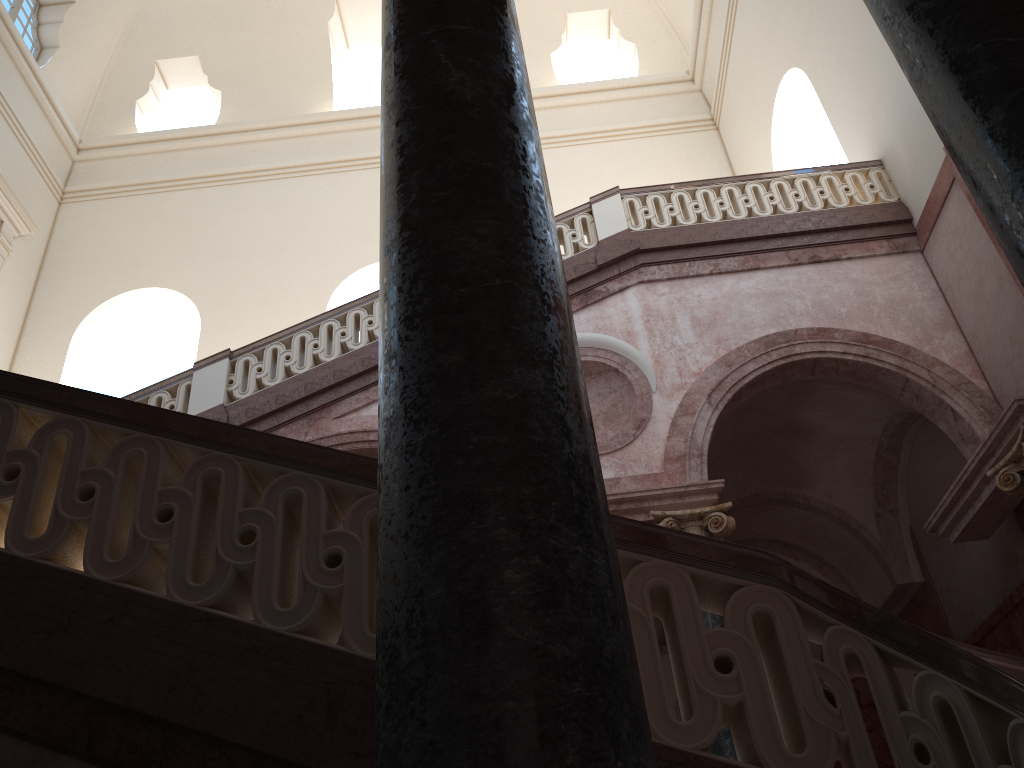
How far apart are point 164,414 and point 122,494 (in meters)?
0.31
